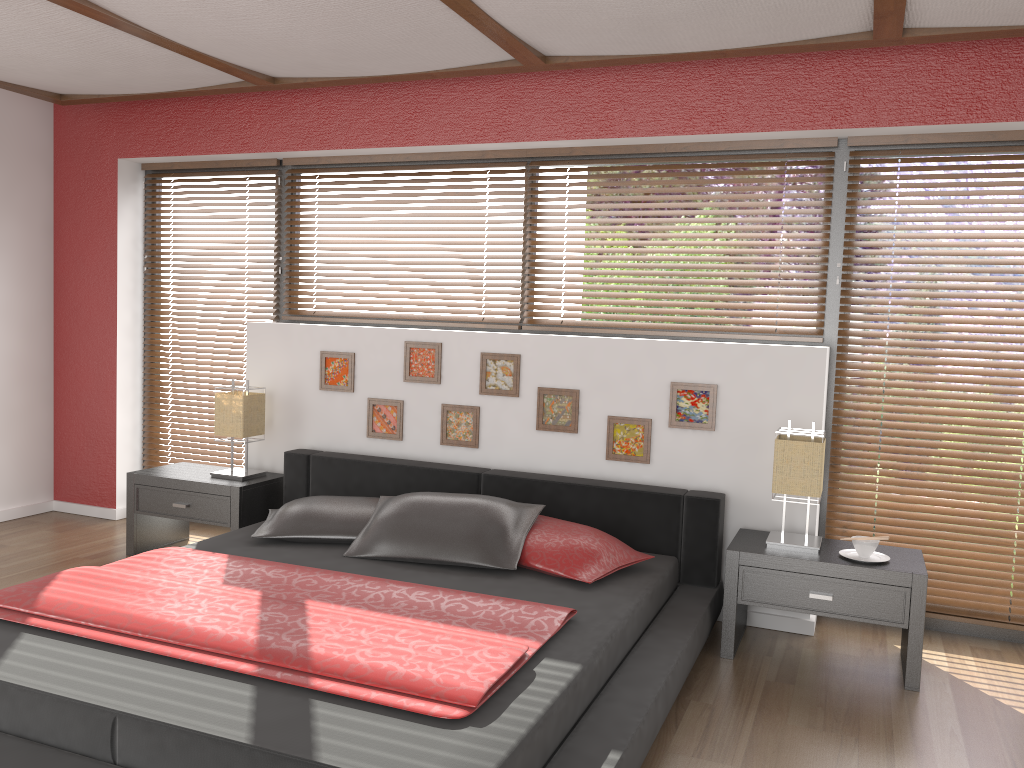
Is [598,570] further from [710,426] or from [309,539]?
[309,539]

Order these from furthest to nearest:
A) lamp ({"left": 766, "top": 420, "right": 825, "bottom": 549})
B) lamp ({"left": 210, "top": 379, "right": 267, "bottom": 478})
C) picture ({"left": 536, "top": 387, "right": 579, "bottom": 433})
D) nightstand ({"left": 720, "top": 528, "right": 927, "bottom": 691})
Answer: lamp ({"left": 210, "top": 379, "right": 267, "bottom": 478})
picture ({"left": 536, "top": 387, "right": 579, "bottom": 433})
lamp ({"left": 766, "top": 420, "right": 825, "bottom": 549})
nightstand ({"left": 720, "top": 528, "right": 927, "bottom": 691})

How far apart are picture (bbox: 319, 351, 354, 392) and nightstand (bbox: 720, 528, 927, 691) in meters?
2.0

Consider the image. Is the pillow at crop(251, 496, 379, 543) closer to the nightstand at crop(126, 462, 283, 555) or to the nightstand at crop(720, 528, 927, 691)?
the nightstand at crop(126, 462, 283, 555)

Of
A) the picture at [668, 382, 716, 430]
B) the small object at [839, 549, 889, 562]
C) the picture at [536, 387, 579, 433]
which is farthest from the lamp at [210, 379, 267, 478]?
the small object at [839, 549, 889, 562]

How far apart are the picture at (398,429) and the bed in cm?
18

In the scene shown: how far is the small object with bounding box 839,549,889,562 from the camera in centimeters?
331cm

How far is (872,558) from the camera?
3.3 meters

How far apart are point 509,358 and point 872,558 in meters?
1.8 m

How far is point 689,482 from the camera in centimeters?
386cm
